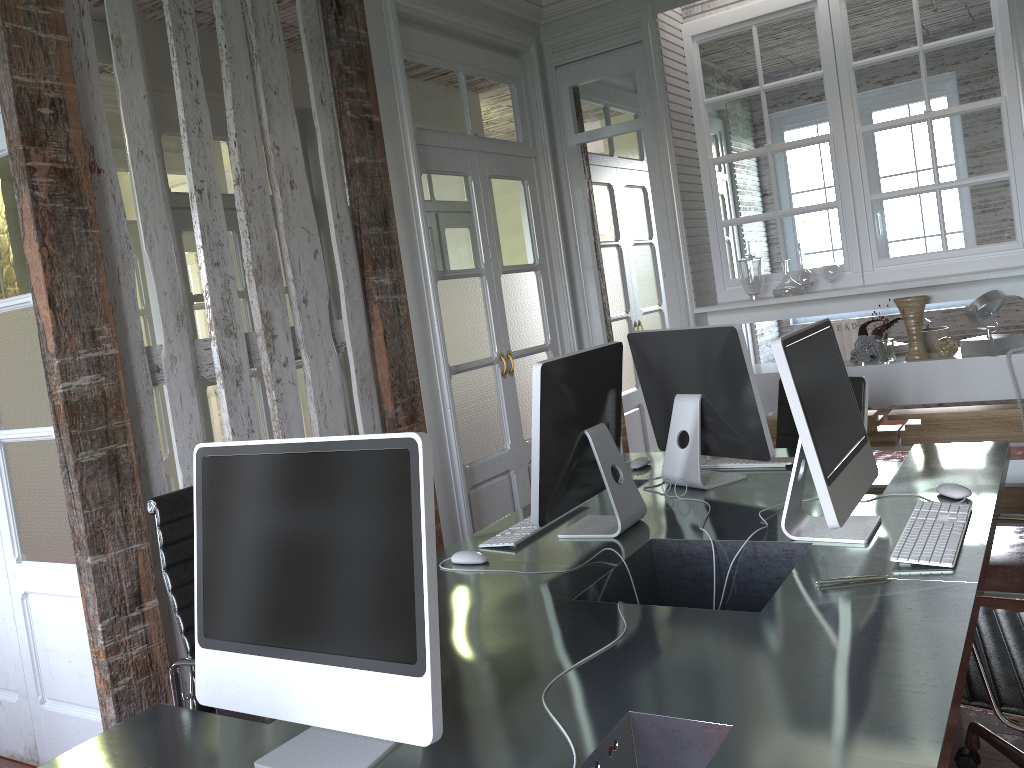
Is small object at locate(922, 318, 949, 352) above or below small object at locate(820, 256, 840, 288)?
below

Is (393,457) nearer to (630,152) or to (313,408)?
(313,408)

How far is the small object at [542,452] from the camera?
2.2 meters

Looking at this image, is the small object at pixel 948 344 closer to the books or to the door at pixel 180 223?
the books

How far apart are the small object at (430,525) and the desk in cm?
1

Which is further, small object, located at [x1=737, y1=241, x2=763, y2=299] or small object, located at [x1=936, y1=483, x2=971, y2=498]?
small object, located at [x1=737, y1=241, x2=763, y2=299]

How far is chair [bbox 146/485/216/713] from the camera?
2.1m

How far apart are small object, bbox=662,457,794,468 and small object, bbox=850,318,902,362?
1.46m

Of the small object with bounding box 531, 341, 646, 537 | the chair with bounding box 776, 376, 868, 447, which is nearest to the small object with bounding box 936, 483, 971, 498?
the small object with bounding box 531, 341, 646, 537

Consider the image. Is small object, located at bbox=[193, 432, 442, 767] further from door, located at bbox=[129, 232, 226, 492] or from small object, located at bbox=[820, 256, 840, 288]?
door, located at bbox=[129, 232, 226, 492]
